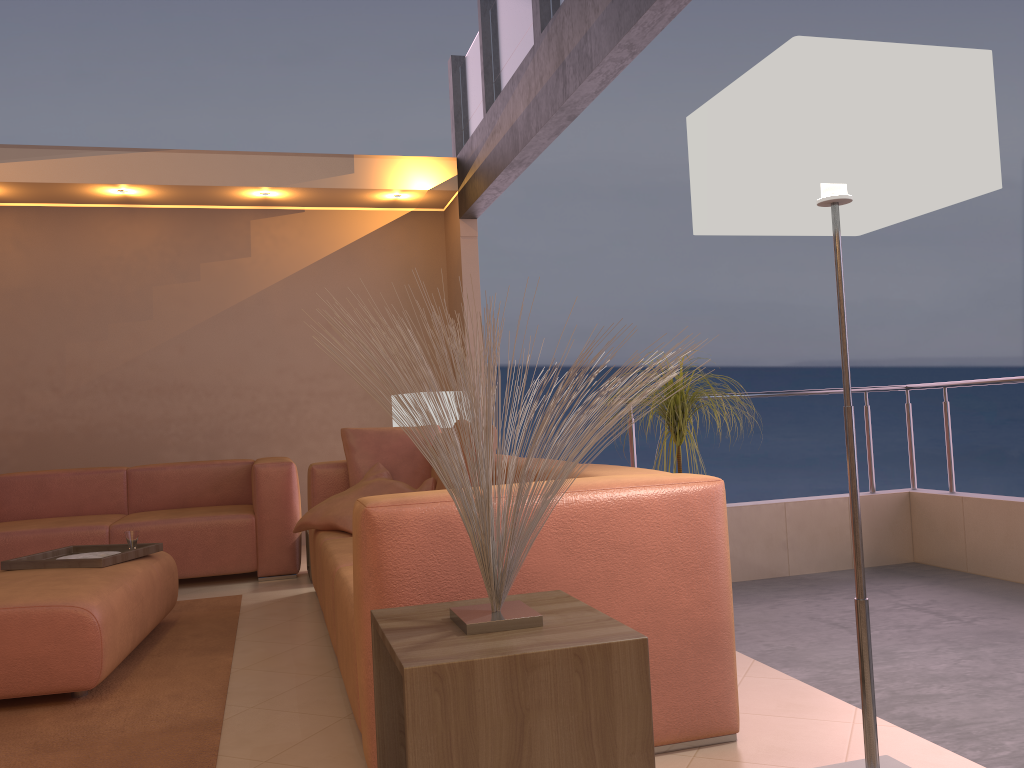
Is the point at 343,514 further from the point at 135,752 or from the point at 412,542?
the point at 412,542

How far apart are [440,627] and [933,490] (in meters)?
3.65

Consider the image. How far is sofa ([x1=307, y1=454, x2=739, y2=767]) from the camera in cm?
199

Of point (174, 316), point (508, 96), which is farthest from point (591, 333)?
point (174, 316)

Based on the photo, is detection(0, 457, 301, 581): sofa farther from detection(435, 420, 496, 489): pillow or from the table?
the table

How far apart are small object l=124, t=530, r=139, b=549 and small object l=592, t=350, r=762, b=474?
2.25m

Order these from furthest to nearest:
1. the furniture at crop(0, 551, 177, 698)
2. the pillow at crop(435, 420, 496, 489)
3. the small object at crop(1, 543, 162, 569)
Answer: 1. the pillow at crop(435, 420, 496, 489)
2. the small object at crop(1, 543, 162, 569)
3. the furniture at crop(0, 551, 177, 698)

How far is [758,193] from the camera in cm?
179

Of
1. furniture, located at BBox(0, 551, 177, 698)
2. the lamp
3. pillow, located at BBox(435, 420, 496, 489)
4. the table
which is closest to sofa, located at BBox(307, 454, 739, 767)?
the table

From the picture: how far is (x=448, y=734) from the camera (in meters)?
1.40
